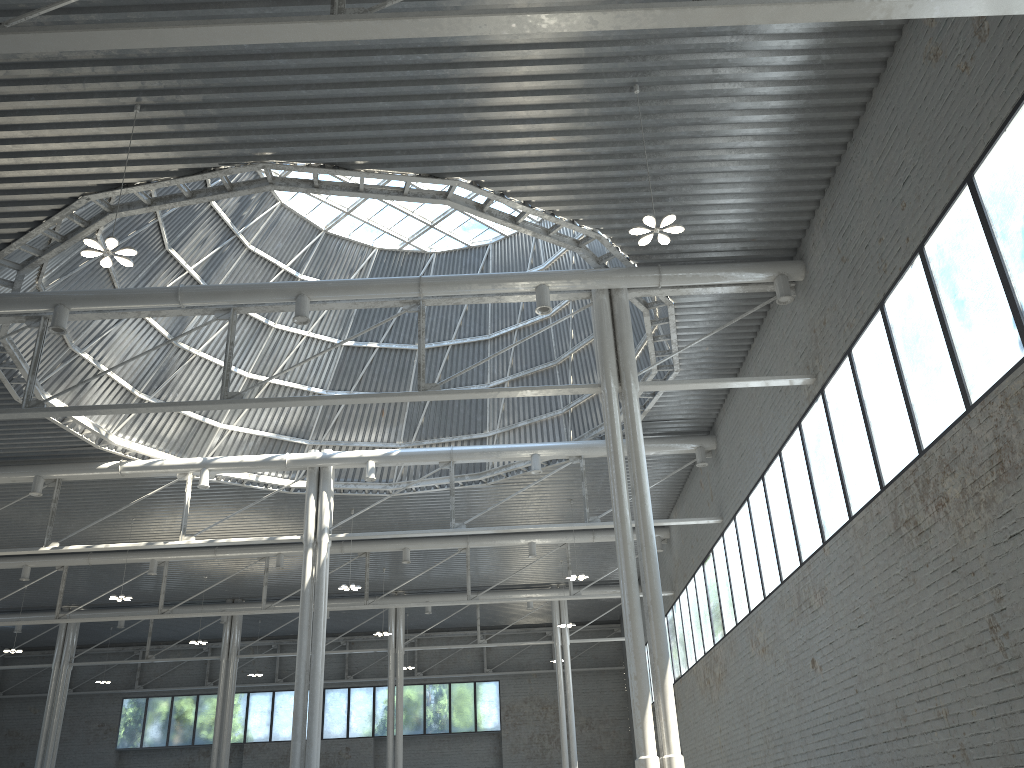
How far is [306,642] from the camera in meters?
34.1 m
